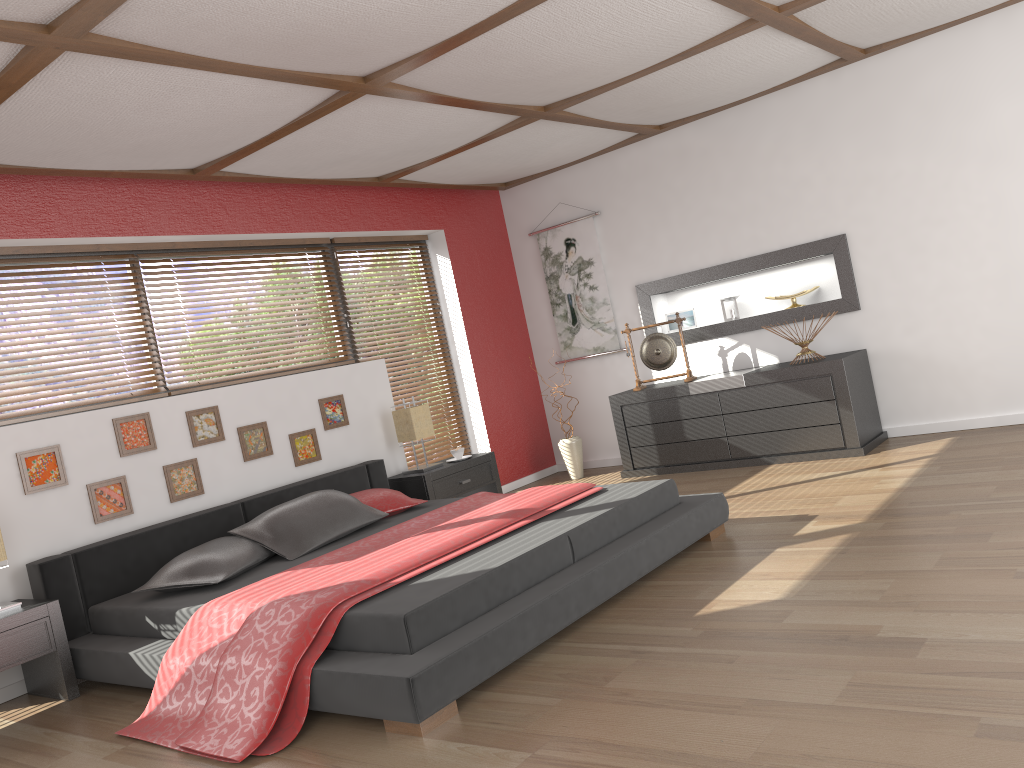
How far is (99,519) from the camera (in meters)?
4.36

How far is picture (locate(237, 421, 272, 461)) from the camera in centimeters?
507cm

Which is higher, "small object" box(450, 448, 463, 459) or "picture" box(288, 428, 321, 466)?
"picture" box(288, 428, 321, 466)

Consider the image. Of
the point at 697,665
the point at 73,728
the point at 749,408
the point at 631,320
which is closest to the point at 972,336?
the point at 749,408

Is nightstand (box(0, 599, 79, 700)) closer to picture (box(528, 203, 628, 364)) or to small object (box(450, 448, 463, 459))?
small object (box(450, 448, 463, 459))

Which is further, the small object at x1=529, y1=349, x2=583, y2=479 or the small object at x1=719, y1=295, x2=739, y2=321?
the small object at x1=529, y1=349, x2=583, y2=479

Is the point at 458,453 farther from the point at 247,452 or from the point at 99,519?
the point at 99,519

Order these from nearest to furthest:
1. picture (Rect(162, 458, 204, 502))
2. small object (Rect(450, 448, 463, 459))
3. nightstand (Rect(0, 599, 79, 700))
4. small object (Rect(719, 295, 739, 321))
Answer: nightstand (Rect(0, 599, 79, 700)) < picture (Rect(162, 458, 204, 502)) < small object (Rect(450, 448, 463, 459)) < small object (Rect(719, 295, 739, 321))

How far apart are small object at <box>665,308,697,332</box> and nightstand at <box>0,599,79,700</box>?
4.55m

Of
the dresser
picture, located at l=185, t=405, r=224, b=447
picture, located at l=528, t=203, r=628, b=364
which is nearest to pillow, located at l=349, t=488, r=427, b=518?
picture, located at l=185, t=405, r=224, b=447
